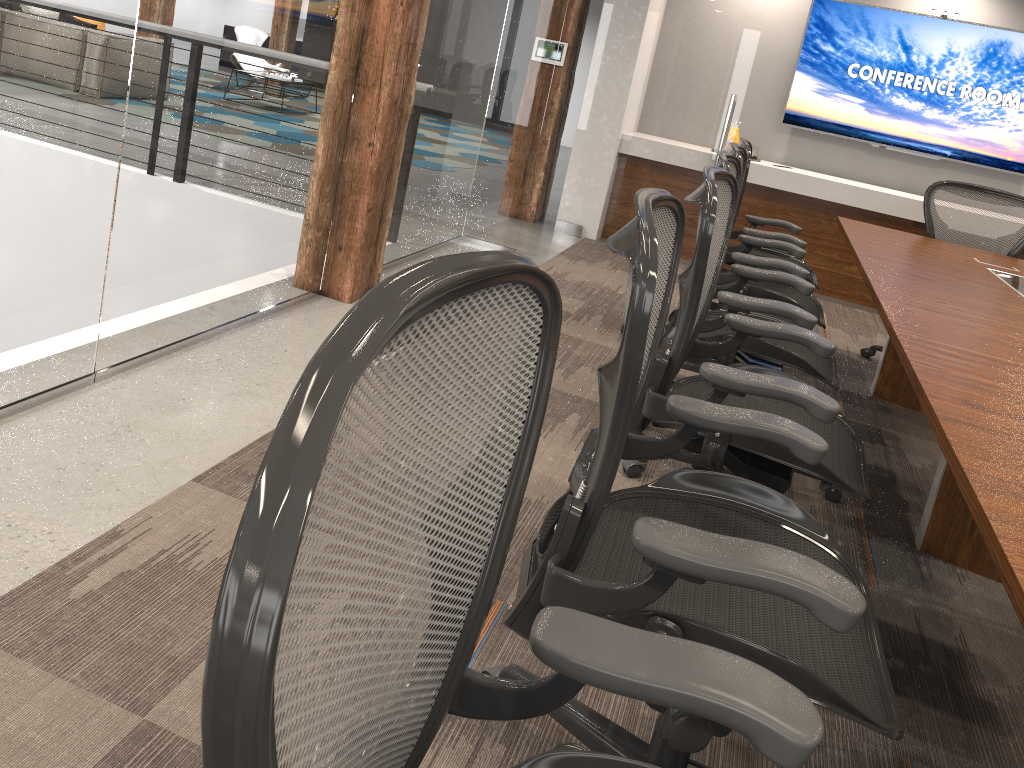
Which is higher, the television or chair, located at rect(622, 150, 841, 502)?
the television

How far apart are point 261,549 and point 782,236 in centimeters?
403cm

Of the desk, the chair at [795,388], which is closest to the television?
the desk

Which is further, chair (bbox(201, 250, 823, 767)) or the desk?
the desk

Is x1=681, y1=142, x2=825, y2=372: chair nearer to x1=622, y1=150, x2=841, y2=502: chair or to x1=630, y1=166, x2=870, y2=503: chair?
x1=622, y1=150, x2=841, y2=502: chair

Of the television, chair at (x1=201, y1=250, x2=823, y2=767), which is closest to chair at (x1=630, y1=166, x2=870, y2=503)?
chair at (x1=201, y1=250, x2=823, y2=767)

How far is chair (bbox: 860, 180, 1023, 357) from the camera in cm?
469

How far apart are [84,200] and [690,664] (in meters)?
2.22

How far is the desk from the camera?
1.4m

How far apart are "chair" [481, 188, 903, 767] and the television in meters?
5.6 m
